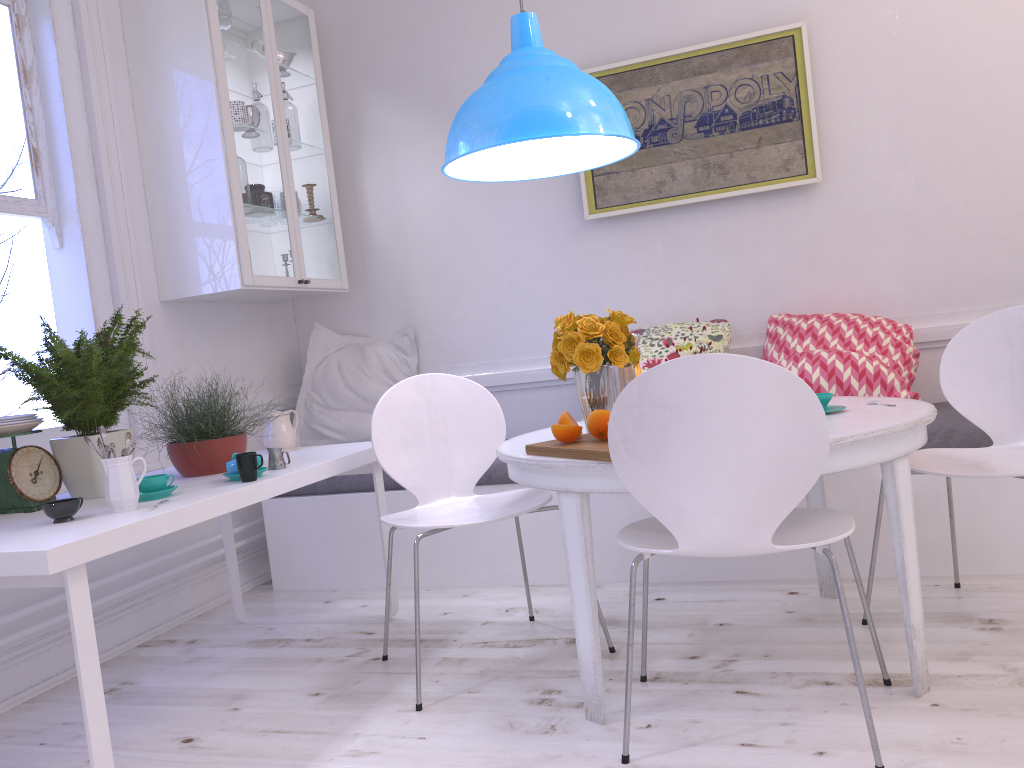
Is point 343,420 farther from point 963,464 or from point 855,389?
point 963,464

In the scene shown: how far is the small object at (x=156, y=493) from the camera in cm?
224

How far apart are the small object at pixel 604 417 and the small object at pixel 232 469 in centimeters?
93cm

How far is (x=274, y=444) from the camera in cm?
312

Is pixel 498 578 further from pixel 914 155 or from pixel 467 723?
pixel 914 155

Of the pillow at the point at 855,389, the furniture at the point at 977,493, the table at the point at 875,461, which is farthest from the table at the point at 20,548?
the pillow at the point at 855,389

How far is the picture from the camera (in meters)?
3.52

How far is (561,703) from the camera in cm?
221

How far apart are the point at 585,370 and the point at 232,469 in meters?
1.0 m

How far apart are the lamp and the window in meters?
1.5 m
